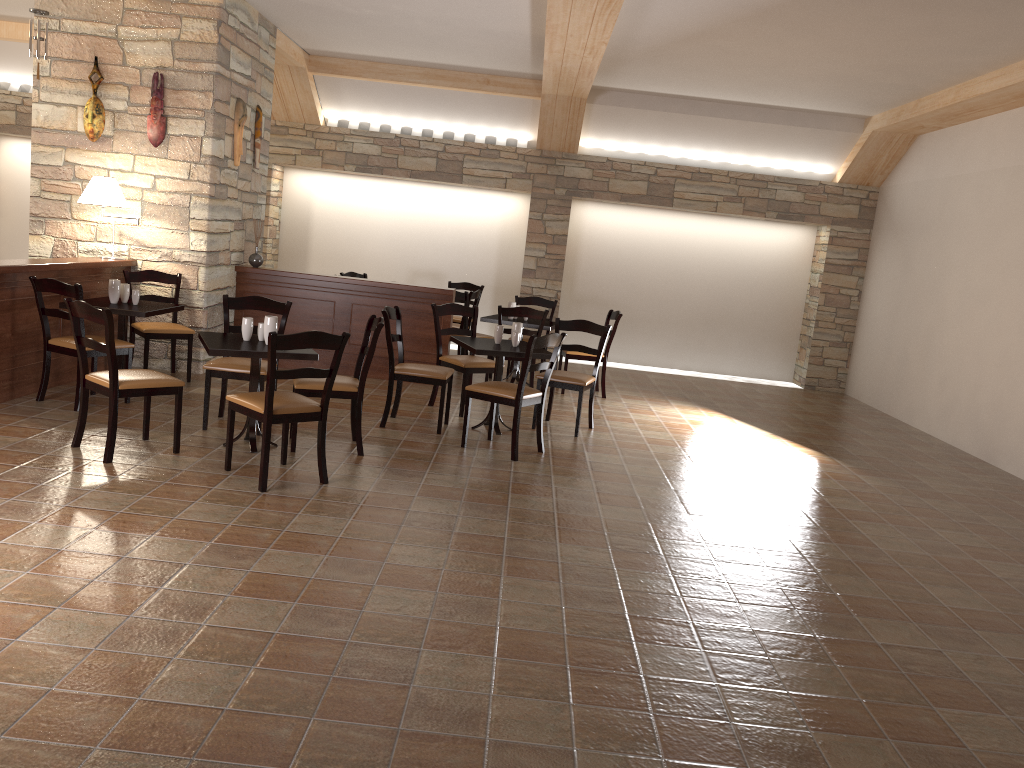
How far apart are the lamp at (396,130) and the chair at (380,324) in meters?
5.7 m

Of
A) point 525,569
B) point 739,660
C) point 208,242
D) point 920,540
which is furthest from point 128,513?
point 920,540

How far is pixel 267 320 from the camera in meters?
5.2

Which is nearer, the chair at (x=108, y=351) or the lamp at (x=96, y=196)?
the chair at (x=108, y=351)

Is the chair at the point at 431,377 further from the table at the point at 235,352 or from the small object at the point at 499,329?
the table at the point at 235,352

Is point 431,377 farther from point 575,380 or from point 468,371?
point 575,380

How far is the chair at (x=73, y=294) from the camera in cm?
569

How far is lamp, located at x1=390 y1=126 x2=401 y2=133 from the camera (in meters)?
10.78

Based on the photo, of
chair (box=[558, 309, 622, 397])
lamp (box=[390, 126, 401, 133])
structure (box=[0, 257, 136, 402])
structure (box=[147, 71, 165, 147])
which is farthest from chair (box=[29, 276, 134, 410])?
lamp (box=[390, 126, 401, 133])

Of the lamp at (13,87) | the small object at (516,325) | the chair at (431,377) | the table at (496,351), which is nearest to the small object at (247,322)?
the chair at (431,377)
